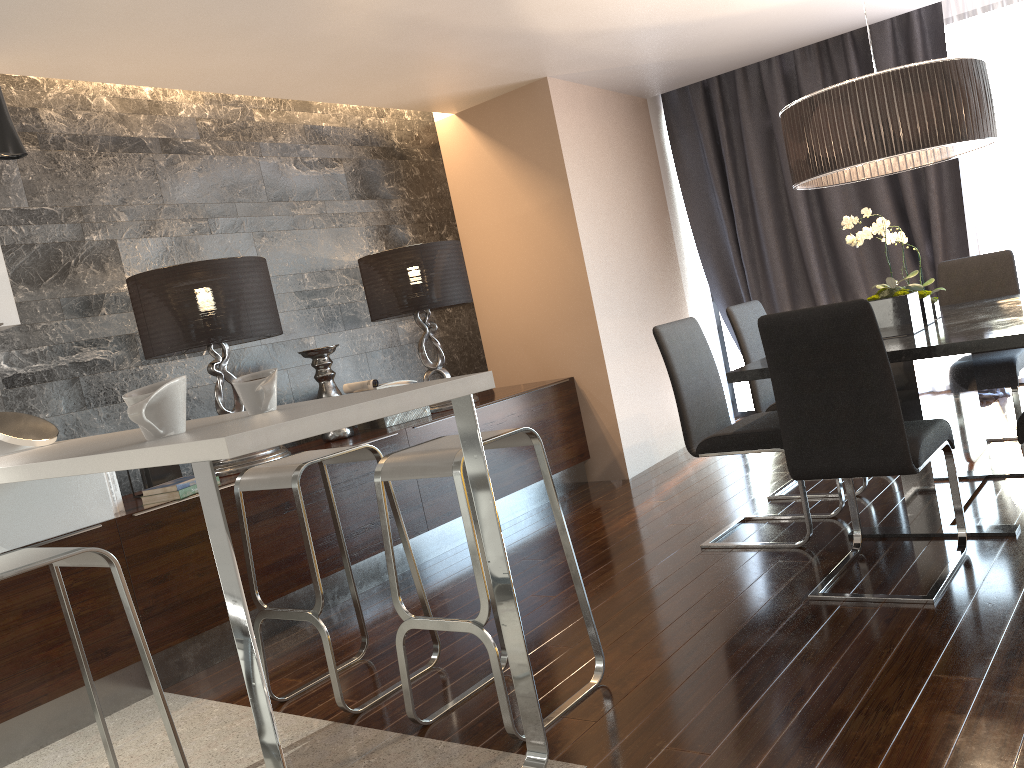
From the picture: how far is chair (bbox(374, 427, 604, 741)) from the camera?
2.33m

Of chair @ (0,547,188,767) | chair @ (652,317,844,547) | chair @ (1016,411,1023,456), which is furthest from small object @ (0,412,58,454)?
chair @ (1016,411,1023,456)

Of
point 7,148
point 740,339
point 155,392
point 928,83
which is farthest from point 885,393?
point 7,148

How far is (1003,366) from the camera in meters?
3.9

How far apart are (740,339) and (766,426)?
0.8 meters

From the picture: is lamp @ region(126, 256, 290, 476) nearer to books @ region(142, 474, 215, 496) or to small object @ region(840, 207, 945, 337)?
books @ region(142, 474, 215, 496)

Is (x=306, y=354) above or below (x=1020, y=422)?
above

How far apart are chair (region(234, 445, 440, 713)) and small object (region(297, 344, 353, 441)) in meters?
1.4 m

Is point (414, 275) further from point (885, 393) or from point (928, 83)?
point (885, 393)

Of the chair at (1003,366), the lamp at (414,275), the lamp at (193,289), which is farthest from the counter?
the chair at (1003,366)
